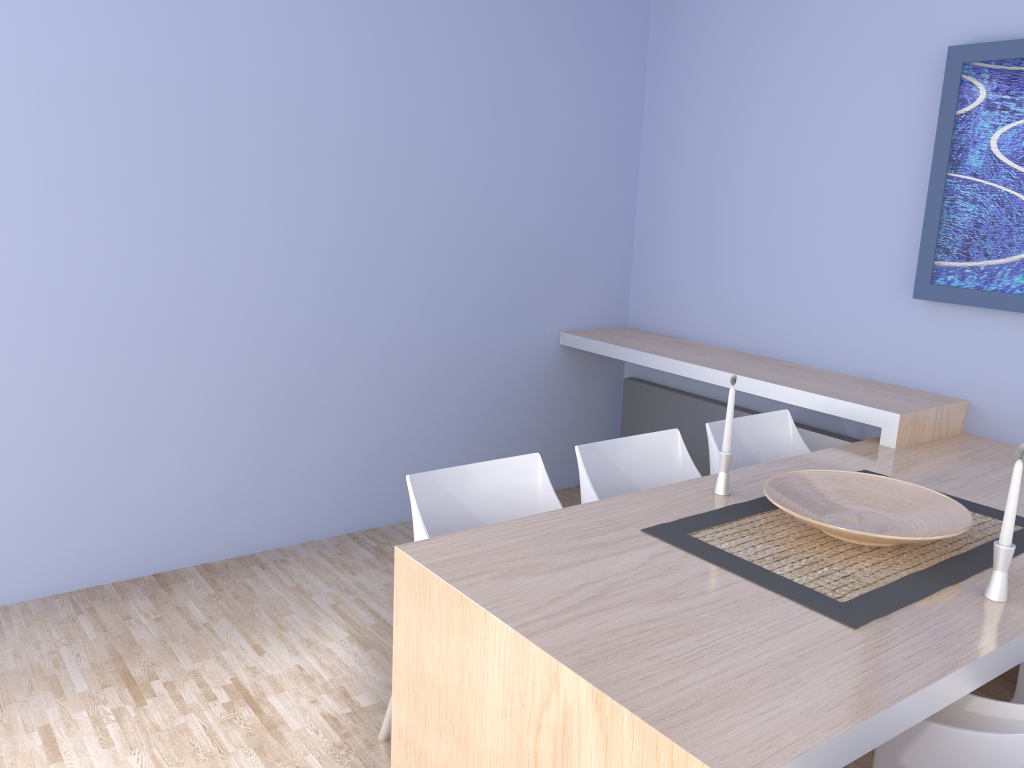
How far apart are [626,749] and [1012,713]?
0.80m

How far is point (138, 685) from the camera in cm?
271

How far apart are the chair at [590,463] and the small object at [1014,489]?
1.0 meters

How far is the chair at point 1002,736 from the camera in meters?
1.5

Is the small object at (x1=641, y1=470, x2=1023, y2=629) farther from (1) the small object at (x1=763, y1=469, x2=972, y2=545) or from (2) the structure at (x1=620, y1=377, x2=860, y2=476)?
(2) the structure at (x1=620, y1=377, x2=860, y2=476)

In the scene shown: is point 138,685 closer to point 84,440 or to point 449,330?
point 84,440

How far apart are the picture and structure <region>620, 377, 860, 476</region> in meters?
0.7

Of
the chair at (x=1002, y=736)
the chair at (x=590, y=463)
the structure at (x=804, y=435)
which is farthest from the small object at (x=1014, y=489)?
the structure at (x=804, y=435)

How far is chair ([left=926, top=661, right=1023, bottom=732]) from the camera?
1.7m

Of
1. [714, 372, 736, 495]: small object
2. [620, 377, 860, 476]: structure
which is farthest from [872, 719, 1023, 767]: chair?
[620, 377, 860, 476]: structure
